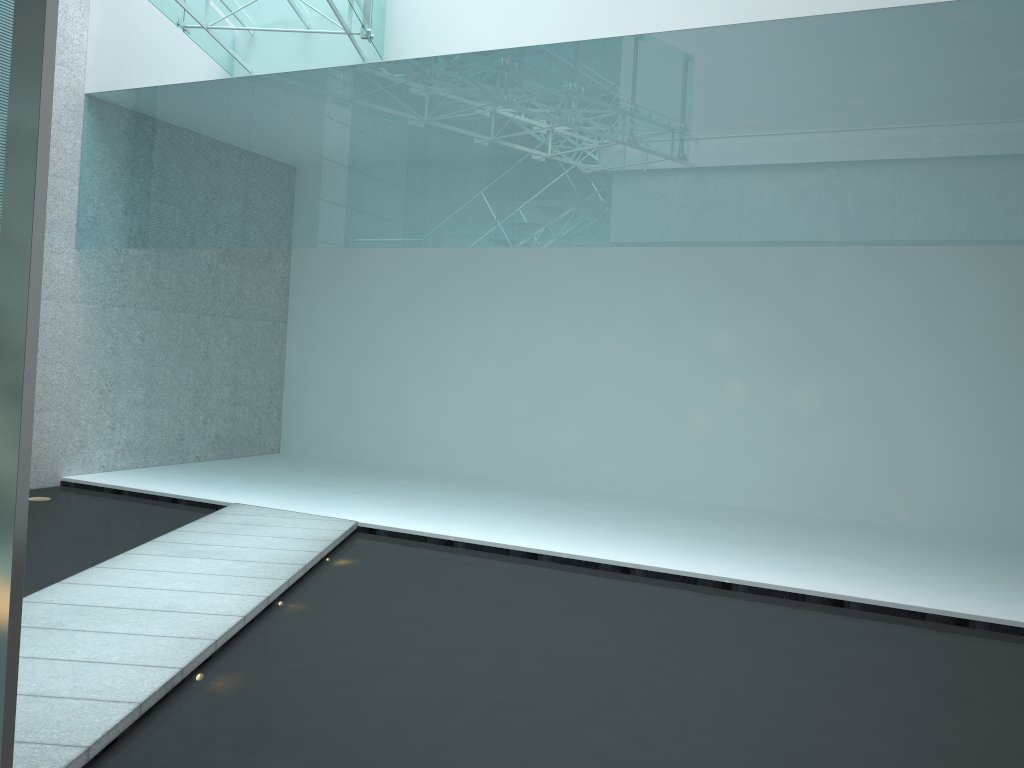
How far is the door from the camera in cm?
175

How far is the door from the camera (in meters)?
1.75
